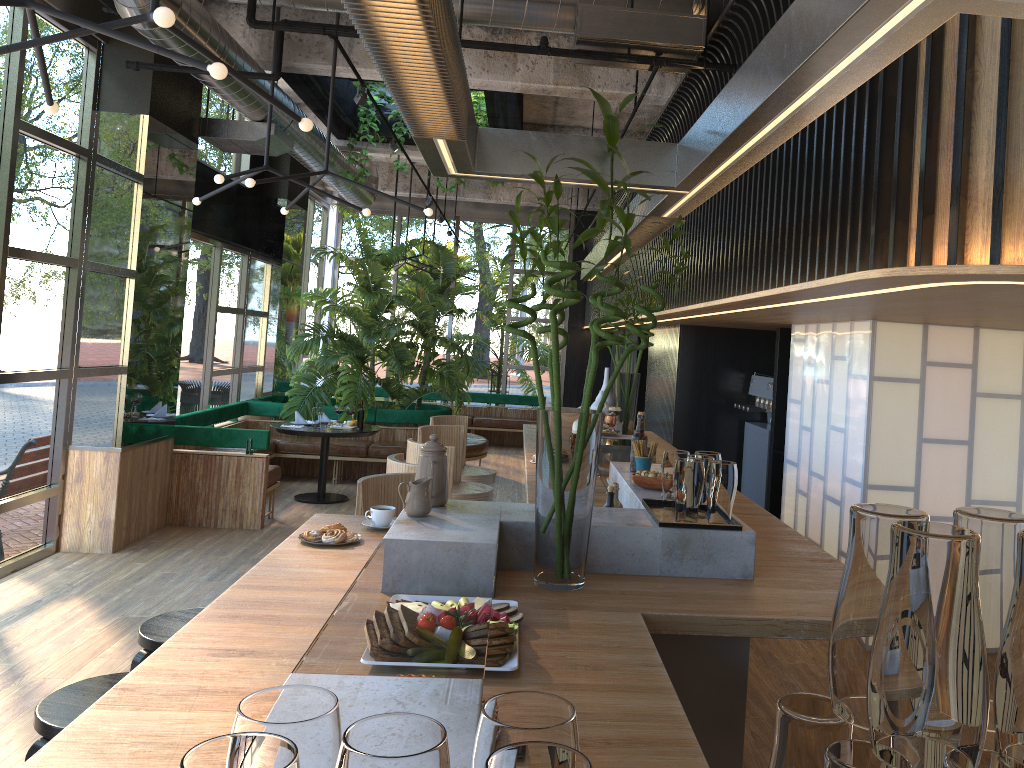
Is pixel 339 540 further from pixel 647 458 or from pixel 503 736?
pixel 503 736

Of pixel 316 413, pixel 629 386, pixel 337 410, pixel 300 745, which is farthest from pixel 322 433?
pixel 300 745

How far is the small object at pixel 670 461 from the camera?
3.2m

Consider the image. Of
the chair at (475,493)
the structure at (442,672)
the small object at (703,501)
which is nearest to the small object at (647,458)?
the structure at (442,672)

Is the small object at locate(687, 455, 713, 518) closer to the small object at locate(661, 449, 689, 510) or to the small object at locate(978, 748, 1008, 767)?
the small object at locate(661, 449, 689, 510)

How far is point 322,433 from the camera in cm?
864

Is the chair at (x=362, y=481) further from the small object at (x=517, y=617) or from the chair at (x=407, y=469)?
the small object at (x=517, y=617)

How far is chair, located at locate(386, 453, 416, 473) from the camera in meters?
4.4 m

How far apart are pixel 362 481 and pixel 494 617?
1.88m

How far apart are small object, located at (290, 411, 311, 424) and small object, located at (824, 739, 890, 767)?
9.0 meters
